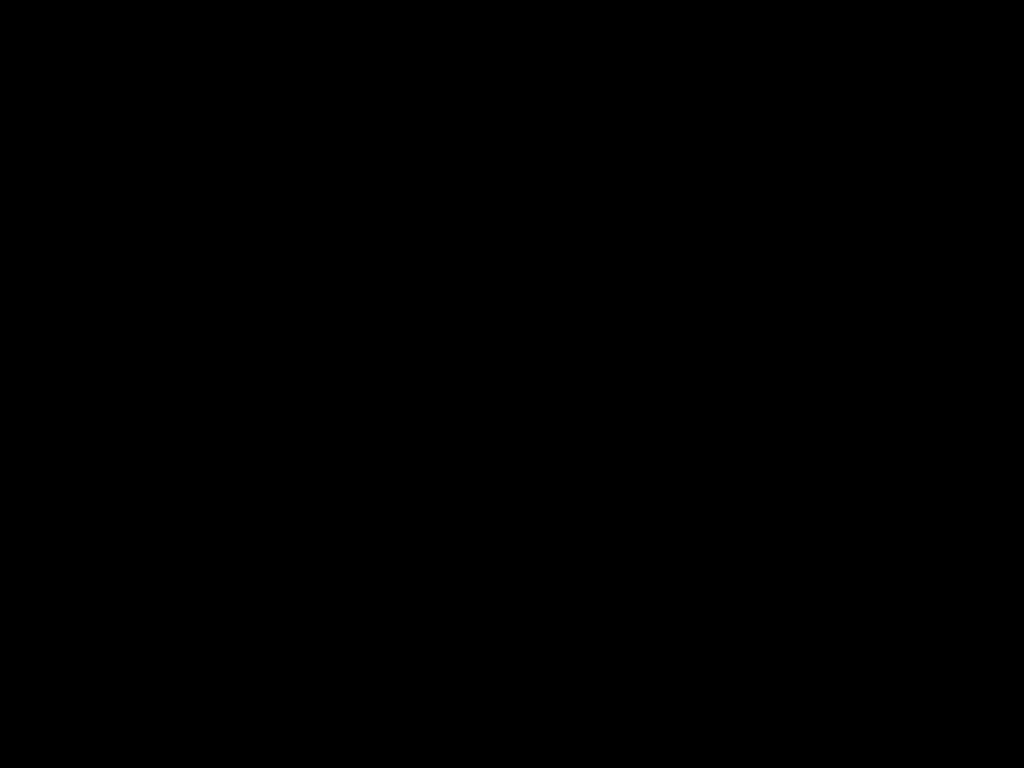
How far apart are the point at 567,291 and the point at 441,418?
0.7m

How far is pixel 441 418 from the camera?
1.3m
